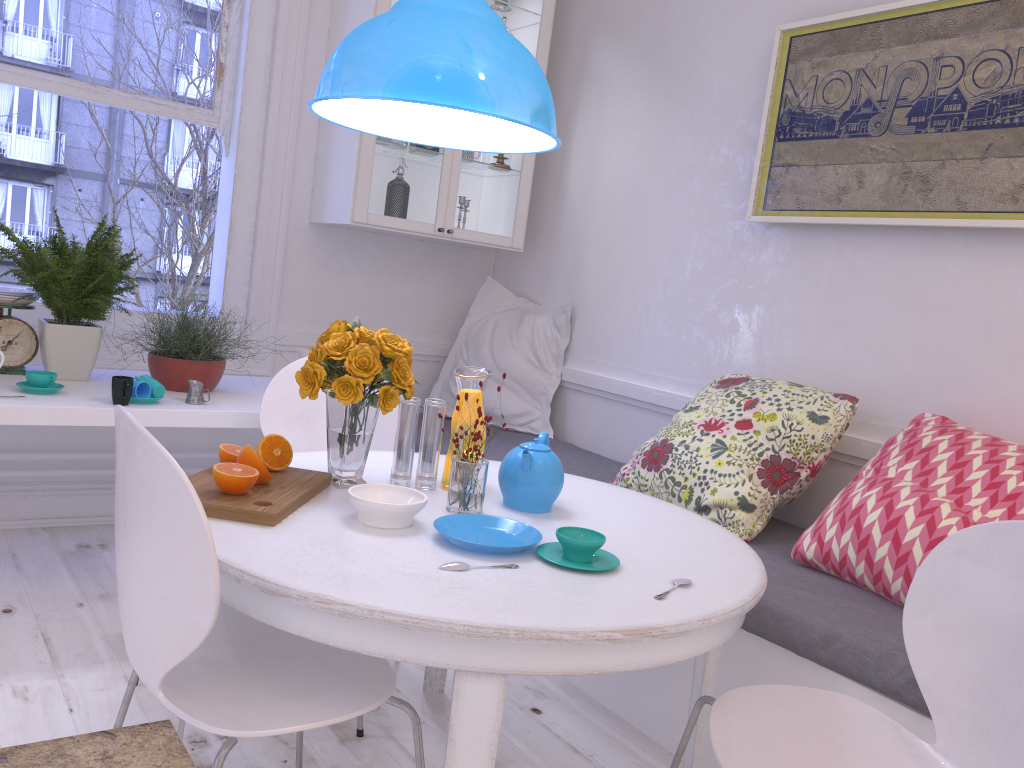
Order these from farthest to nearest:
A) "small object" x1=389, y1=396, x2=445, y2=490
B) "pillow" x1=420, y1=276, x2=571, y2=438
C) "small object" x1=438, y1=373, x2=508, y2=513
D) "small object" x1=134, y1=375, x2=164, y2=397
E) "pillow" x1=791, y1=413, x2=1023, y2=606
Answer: "pillow" x1=420, y1=276, x2=571, y2=438 < "small object" x1=134, y1=375, x2=164, y2=397 < "pillow" x1=791, y1=413, x2=1023, y2=606 < "small object" x1=389, y1=396, x2=445, y2=490 < "small object" x1=438, y1=373, x2=508, y2=513

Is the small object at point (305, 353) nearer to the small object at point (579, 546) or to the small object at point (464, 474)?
the small object at point (464, 474)

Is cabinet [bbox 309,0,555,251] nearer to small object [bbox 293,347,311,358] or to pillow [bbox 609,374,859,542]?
small object [bbox 293,347,311,358]

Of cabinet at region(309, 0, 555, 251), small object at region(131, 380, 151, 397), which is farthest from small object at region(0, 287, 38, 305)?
cabinet at region(309, 0, 555, 251)

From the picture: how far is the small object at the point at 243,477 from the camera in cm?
156

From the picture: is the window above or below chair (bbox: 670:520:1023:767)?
above

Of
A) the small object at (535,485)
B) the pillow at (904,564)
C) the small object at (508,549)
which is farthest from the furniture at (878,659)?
the small object at (508,549)

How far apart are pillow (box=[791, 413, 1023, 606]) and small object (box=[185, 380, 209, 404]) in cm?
172

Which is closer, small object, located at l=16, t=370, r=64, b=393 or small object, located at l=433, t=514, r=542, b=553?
small object, located at l=433, t=514, r=542, b=553

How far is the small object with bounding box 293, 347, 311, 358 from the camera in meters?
3.1 m
